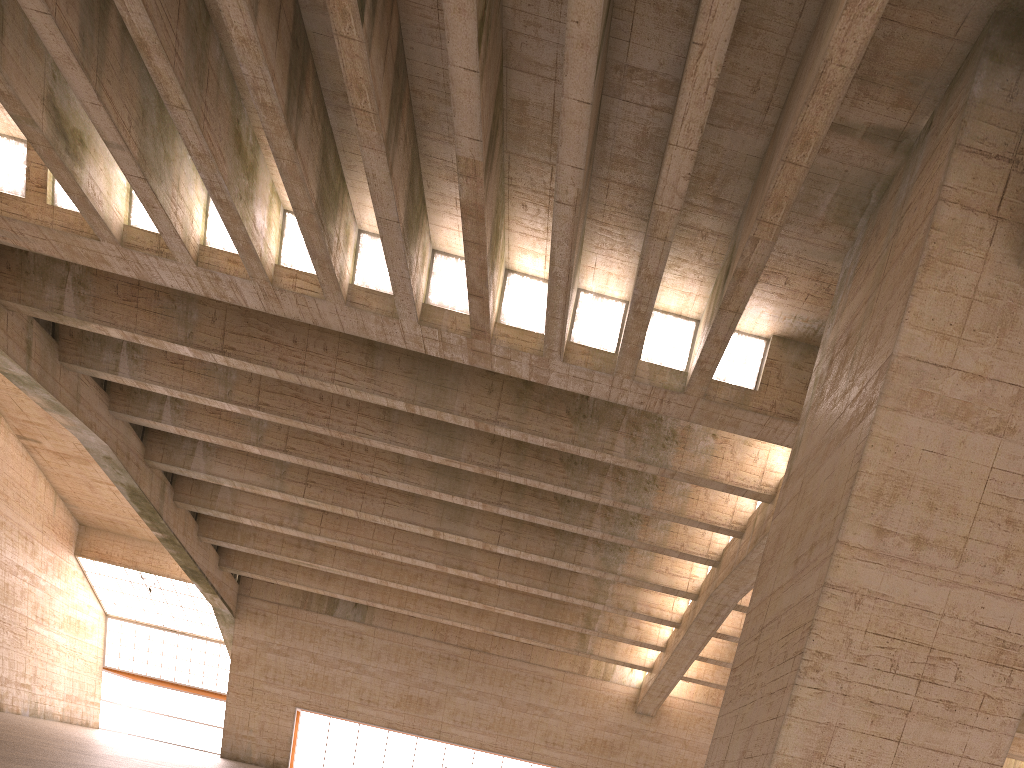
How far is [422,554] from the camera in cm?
2663

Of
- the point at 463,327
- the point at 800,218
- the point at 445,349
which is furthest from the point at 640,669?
the point at 800,218
